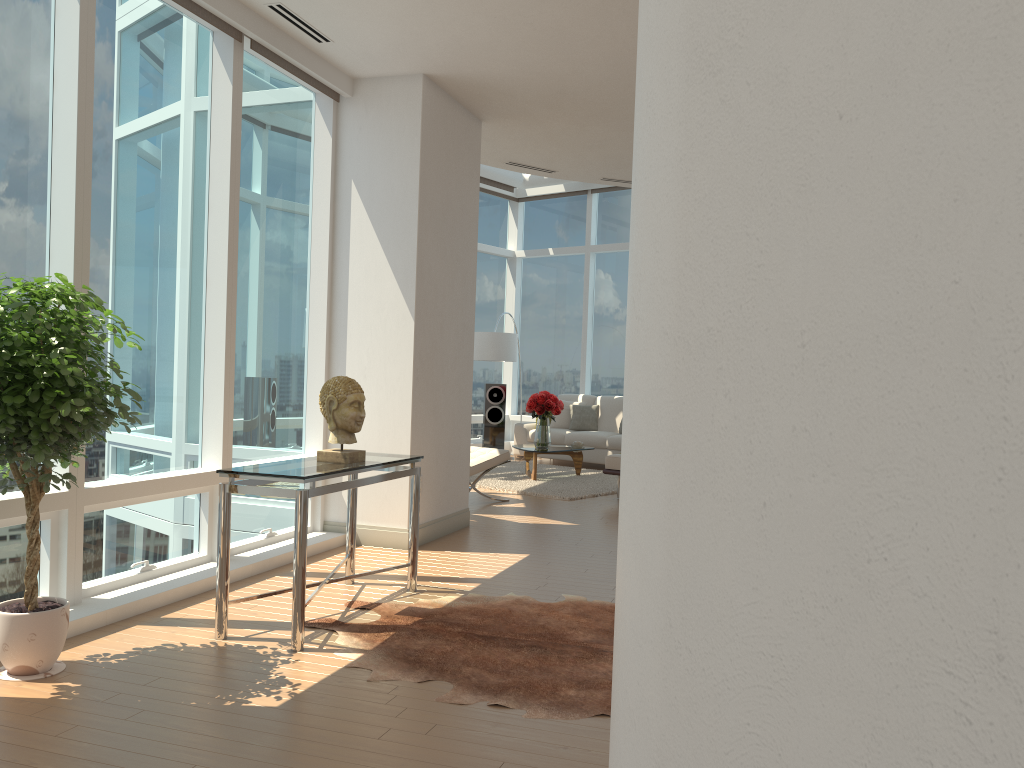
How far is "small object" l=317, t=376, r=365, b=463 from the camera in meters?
4.5

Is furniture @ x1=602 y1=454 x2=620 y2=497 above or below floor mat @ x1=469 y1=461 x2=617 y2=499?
above

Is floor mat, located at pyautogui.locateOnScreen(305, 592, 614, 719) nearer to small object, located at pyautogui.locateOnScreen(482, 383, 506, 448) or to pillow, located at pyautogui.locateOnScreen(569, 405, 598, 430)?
pillow, located at pyautogui.locateOnScreen(569, 405, 598, 430)

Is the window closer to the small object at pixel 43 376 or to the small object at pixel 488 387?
the small object at pixel 43 376

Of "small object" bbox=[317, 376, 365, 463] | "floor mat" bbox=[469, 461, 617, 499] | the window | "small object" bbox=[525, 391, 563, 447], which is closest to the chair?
"floor mat" bbox=[469, 461, 617, 499]

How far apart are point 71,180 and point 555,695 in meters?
3.3 m

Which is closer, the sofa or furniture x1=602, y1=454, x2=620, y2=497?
furniture x1=602, y1=454, x2=620, y2=497

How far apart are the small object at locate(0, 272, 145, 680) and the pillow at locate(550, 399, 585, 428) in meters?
9.6 m

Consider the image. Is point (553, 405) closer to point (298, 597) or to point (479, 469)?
point (479, 469)

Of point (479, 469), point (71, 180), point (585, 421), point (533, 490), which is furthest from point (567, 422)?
point (71, 180)
